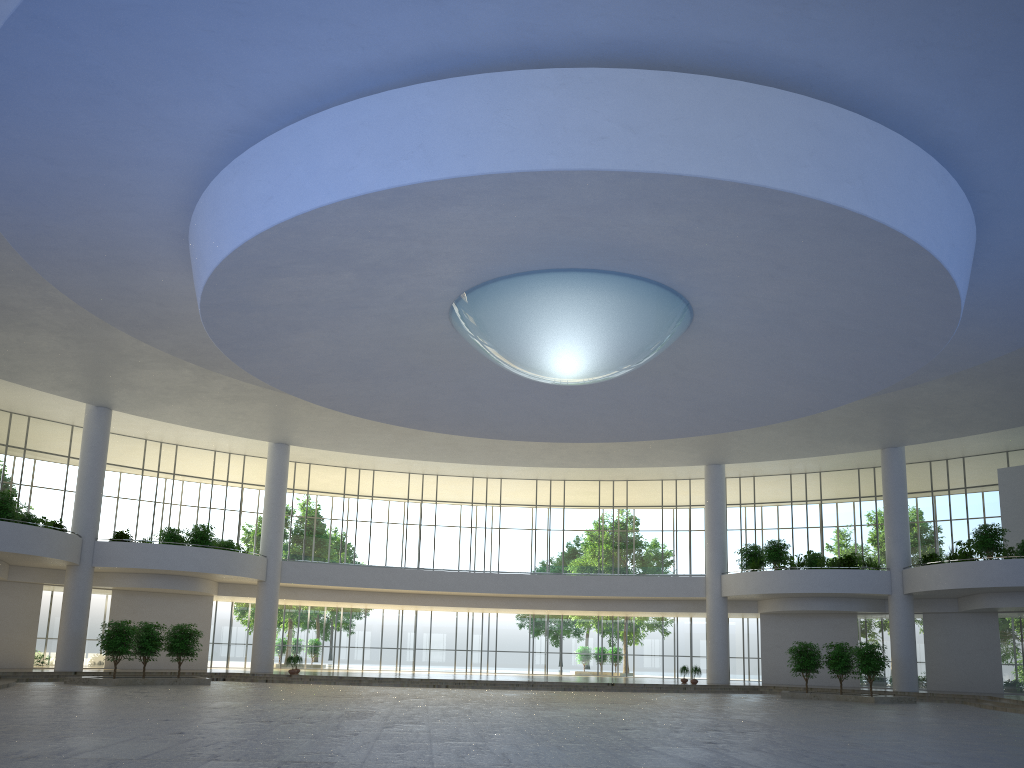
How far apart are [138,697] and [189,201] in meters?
25.5 m

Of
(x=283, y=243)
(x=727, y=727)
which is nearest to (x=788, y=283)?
(x=727, y=727)

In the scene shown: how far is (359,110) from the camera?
29.8m
